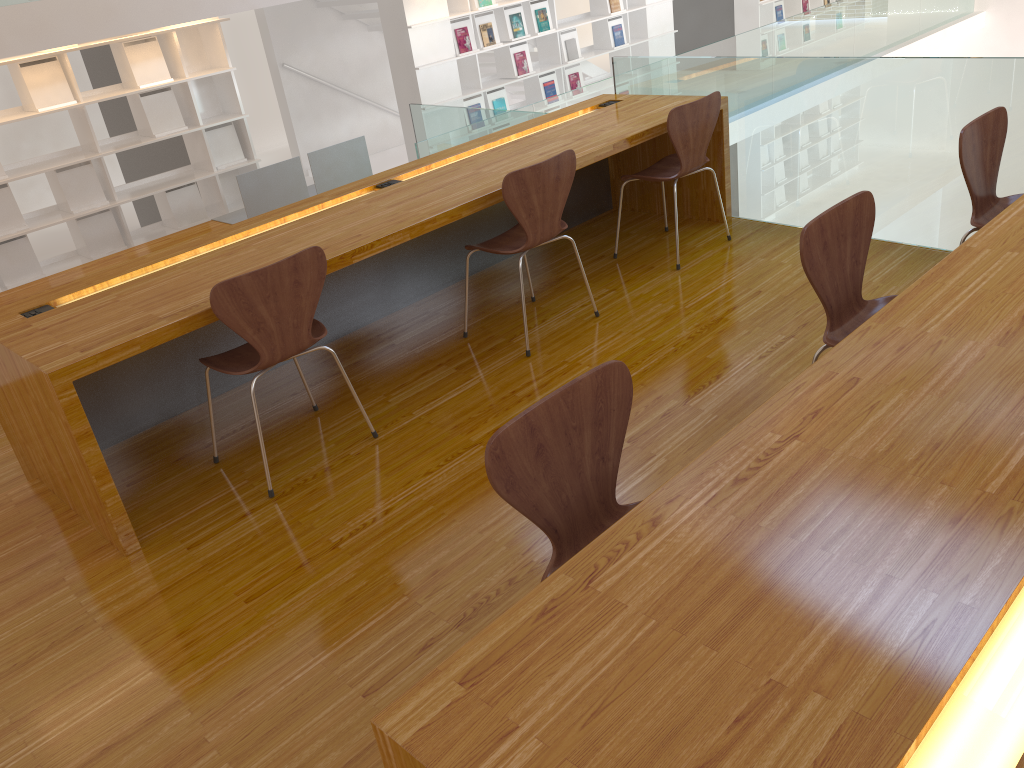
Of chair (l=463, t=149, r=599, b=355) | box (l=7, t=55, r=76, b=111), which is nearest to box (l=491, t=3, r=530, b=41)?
box (l=7, t=55, r=76, b=111)

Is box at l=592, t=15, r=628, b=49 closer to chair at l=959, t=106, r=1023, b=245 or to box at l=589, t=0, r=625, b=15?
box at l=589, t=0, r=625, b=15

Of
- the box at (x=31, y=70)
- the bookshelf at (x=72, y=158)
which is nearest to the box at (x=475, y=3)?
the bookshelf at (x=72, y=158)

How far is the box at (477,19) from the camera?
7.86m

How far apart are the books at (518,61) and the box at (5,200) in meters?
4.5

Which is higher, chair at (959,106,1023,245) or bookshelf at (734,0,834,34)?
chair at (959,106,1023,245)

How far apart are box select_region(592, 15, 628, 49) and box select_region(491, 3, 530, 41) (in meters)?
1.24

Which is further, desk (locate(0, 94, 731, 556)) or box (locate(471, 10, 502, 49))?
box (locate(471, 10, 502, 49))

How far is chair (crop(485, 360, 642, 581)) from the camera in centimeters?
155cm

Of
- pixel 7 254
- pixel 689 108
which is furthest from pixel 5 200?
pixel 689 108
